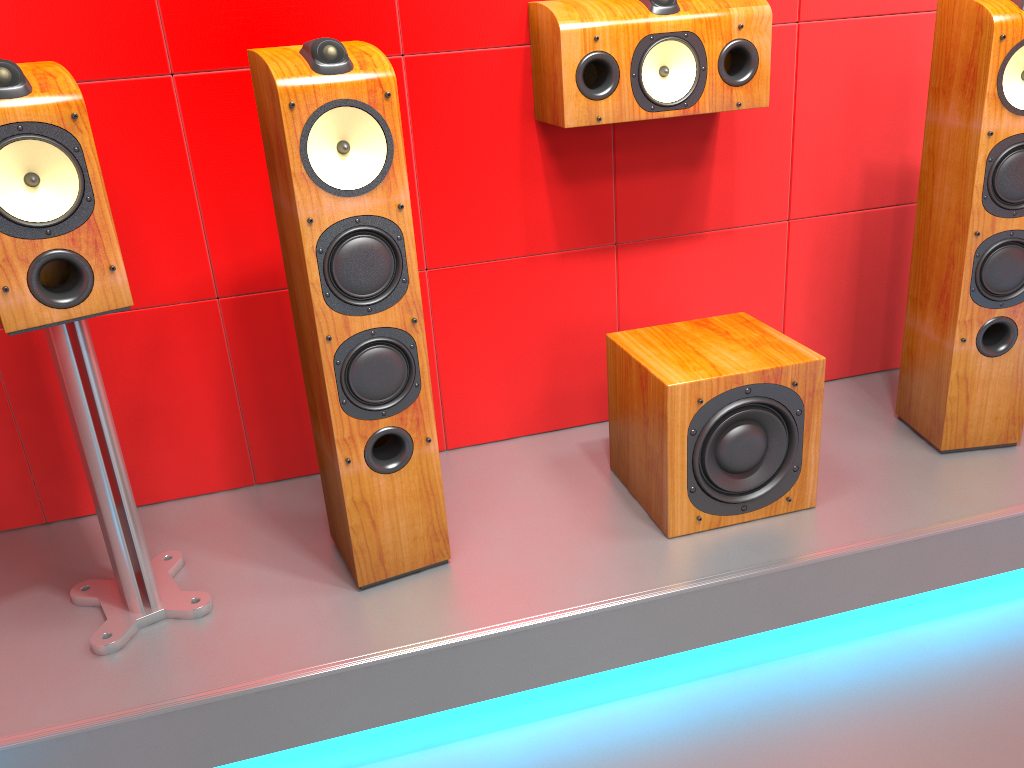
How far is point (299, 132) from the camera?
1.5m

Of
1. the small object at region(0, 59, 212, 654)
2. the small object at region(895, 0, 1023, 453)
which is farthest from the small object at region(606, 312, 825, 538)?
the small object at region(0, 59, 212, 654)

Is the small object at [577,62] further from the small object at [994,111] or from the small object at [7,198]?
the small object at [7,198]

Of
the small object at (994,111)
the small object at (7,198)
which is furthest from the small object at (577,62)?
the small object at (7,198)

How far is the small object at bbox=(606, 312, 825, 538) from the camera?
1.8m

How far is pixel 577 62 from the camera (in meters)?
1.88

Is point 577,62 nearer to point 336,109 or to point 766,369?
point 336,109

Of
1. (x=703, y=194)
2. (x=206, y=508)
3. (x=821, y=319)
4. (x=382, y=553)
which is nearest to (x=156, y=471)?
(x=206, y=508)

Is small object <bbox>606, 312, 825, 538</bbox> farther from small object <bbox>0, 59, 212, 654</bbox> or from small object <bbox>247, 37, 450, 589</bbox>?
small object <bbox>0, 59, 212, 654</bbox>

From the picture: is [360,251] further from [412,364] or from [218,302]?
[218,302]
